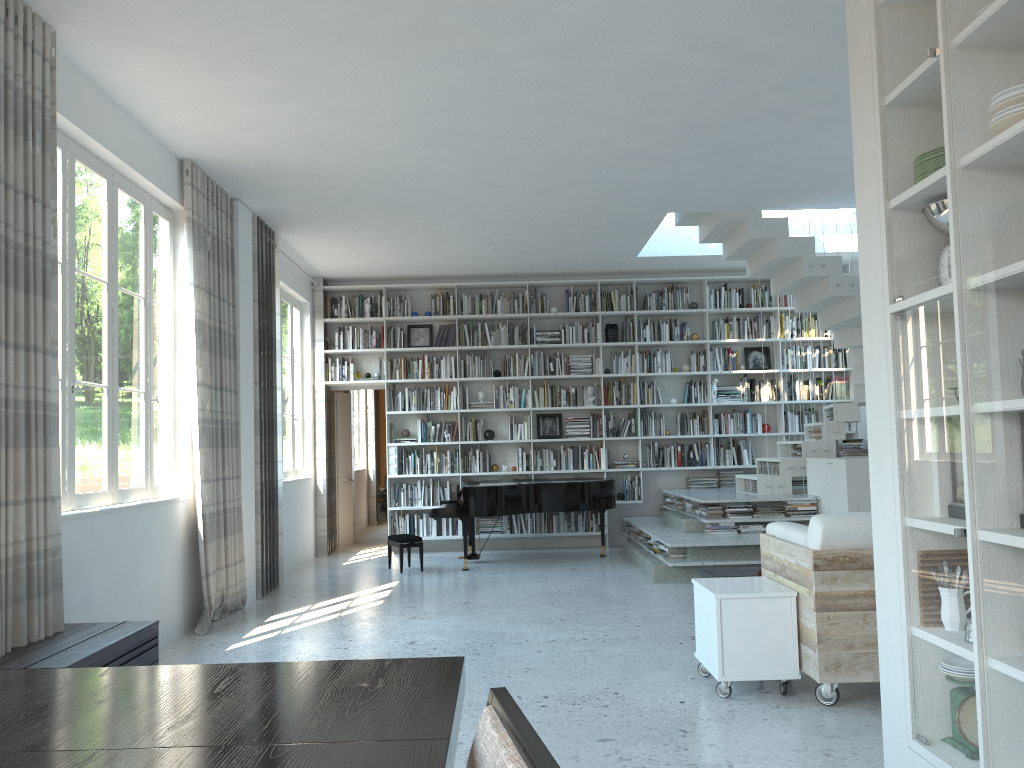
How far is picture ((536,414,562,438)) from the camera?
10.5 meters

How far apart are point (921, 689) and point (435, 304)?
8.2 meters

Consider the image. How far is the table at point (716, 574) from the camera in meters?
6.6

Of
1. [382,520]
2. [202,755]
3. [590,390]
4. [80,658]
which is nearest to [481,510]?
[590,390]

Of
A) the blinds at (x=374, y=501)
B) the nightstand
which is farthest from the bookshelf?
the nightstand

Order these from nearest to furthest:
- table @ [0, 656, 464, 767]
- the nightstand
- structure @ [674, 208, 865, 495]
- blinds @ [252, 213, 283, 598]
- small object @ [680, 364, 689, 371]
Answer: table @ [0, 656, 464, 767] < blinds @ [252, 213, 283, 598] < structure @ [674, 208, 865, 495] < small object @ [680, 364, 689, 371] < the nightstand

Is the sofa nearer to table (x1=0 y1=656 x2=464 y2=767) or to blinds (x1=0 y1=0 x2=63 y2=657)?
table (x1=0 y1=656 x2=464 y2=767)

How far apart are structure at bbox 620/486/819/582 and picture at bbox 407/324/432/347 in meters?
3.1 m

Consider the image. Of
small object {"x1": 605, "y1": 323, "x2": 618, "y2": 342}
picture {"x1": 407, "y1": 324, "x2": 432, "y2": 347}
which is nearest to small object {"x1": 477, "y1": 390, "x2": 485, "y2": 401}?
picture {"x1": 407, "y1": 324, "x2": 432, "y2": 347}

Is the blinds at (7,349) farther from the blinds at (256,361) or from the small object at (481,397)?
the small object at (481,397)
